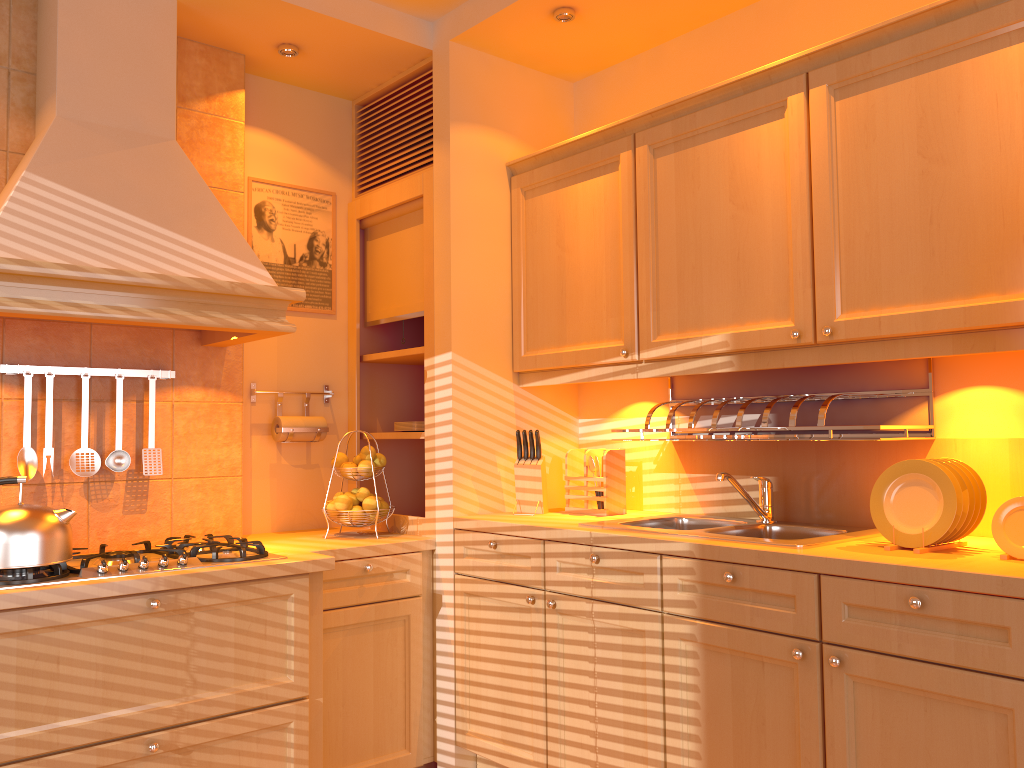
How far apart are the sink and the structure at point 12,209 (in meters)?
1.08

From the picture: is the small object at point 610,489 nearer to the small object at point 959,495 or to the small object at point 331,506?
the small object at point 331,506

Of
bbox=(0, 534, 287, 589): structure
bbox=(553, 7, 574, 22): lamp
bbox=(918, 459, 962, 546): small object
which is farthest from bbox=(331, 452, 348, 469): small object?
bbox=(918, 459, 962, 546): small object

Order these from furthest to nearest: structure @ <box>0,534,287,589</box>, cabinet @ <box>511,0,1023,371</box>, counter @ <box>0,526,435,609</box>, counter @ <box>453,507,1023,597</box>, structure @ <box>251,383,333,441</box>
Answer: structure @ <box>251,383,333,441</box>, structure @ <box>0,534,287,589</box>, counter @ <box>0,526,435,609</box>, cabinet @ <box>511,0,1023,371</box>, counter @ <box>453,507,1023,597</box>

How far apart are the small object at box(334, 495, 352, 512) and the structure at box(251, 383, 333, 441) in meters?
0.5 m

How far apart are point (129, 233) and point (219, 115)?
0.8 meters

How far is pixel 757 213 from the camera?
2.4 meters

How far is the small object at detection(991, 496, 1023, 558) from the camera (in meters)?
1.86

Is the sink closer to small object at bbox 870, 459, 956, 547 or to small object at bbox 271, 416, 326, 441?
small object at bbox 870, 459, 956, 547

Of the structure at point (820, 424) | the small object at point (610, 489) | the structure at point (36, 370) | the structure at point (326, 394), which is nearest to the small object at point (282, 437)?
the structure at point (326, 394)
